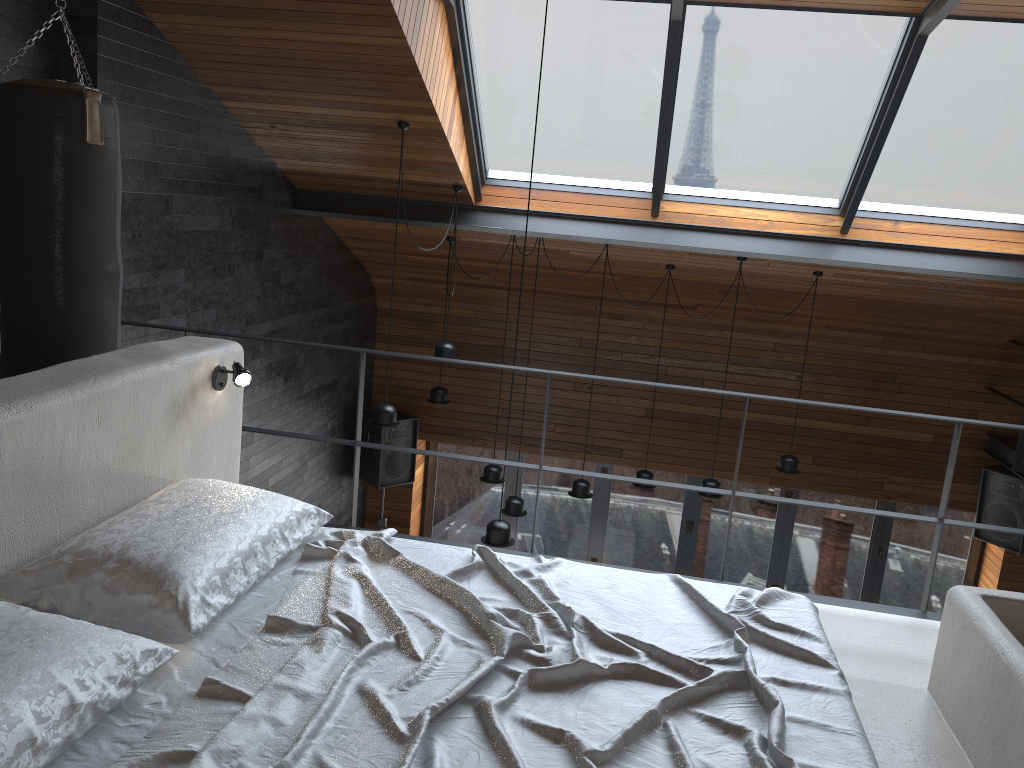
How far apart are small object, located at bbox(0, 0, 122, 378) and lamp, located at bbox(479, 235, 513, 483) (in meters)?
3.91

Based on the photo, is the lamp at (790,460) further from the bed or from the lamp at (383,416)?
the bed

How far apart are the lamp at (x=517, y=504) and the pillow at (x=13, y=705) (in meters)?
5.17

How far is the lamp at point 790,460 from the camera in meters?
7.1 m

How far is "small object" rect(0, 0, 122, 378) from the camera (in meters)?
3.19

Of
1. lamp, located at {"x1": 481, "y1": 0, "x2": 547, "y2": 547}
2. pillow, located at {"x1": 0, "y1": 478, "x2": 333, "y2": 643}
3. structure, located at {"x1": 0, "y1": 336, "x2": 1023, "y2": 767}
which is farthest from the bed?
lamp, located at {"x1": 481, "y1": 0, "x2": 547, "y2": 547}

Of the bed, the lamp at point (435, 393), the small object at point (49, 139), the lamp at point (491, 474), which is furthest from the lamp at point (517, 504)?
the bed

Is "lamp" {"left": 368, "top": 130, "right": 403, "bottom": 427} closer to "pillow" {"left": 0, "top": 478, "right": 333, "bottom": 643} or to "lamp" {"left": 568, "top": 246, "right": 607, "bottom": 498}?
"lamp" {"left": 568, "top": 246, "right": 607, "bottom": 498}

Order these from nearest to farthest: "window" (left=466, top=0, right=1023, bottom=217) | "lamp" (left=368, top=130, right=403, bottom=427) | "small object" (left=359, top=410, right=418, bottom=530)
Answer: "window" (left=466, top=0, right=1023, bottom=217) < "lamp" (left=368, top=130, right=403, bottom=427) < "small object" (left=359, top=410, right=418, bottom=530)

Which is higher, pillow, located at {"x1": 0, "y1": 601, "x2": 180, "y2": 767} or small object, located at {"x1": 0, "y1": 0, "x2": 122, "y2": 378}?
small object, located at {"x1": 0, "y1": 0, "x2": 122, "y2": 378}
